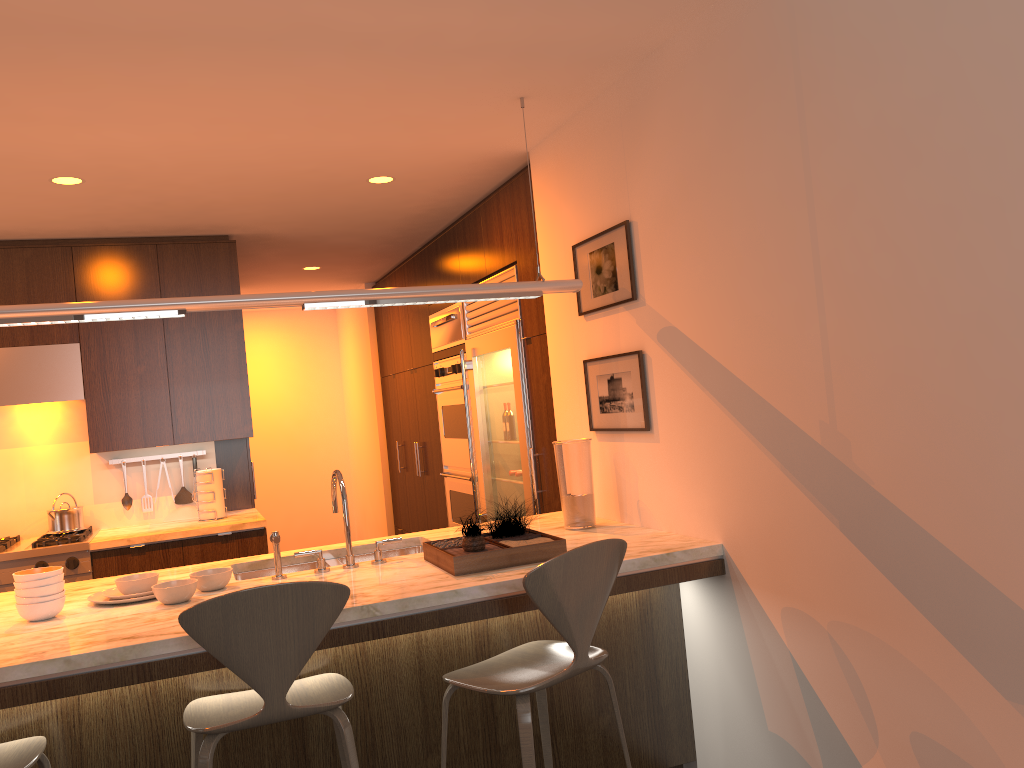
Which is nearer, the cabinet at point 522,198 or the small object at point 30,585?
the small object at point 30,585

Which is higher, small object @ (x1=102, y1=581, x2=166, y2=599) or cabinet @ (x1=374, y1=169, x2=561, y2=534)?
cabinet @ (x1=374, y1=169, x2=561, y2=534)

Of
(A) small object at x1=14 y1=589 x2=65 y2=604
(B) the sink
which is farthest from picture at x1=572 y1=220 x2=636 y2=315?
(A) small object at x1=14 y1=589 x2=65 y2=604

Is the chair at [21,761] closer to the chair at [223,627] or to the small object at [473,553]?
the chair at [223,627]

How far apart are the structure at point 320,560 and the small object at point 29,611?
0.8m

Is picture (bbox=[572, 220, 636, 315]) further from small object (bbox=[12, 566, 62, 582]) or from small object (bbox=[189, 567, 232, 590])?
small object (bbox=[12, 566, 62, 582])

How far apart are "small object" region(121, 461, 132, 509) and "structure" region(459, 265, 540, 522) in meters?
2.1 m

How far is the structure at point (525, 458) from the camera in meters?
4.6 m

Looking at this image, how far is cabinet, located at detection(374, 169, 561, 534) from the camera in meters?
4.4

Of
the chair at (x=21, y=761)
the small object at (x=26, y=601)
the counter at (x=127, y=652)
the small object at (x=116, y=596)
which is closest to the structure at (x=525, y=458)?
the counter at (x=127, y=652)
